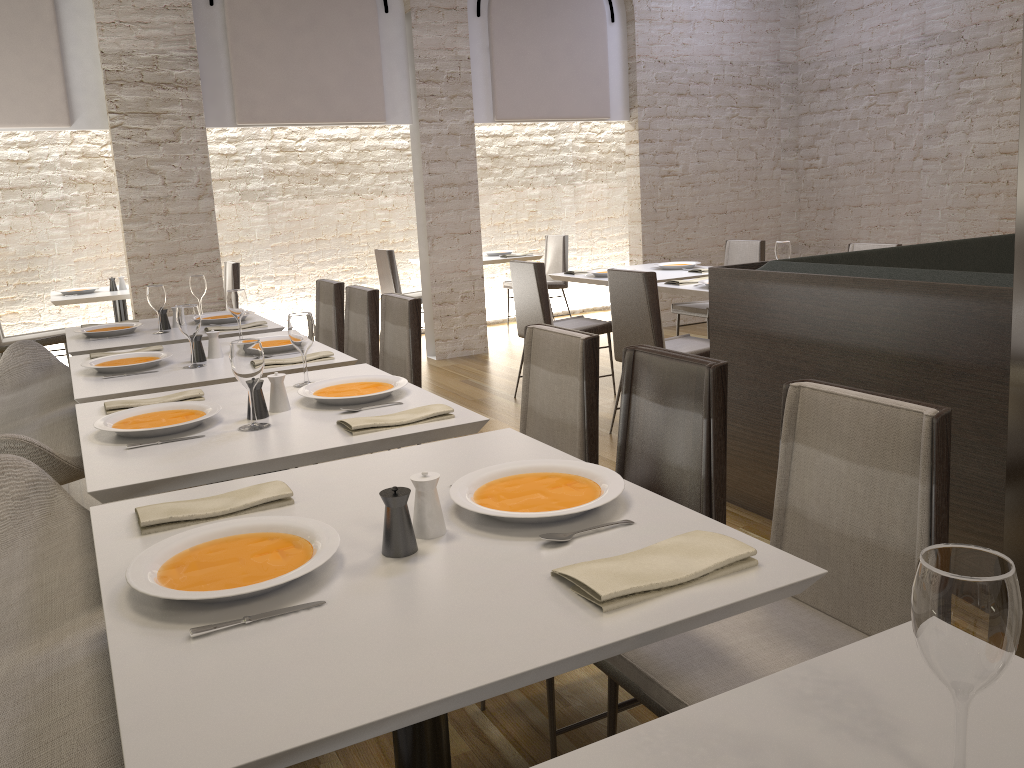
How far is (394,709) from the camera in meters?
1.0 m

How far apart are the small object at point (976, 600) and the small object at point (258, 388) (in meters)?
1.92

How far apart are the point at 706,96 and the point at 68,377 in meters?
Answer: 6.1 m

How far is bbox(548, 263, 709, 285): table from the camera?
5.5m

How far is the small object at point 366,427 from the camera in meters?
2.2

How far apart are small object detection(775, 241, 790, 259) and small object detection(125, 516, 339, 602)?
3.8m

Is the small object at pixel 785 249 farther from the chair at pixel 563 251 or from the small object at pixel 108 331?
the chair at pixel 563 251

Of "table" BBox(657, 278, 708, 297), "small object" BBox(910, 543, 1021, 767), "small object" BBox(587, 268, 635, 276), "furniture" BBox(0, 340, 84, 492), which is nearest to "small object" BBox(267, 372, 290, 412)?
"furniture" BBox(0, 340, 84, 492)

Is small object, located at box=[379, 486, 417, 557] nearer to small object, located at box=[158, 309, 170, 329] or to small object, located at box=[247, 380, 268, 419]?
small object, located at box=[247, 380, 268, 419]

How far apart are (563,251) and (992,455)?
6.2 meters
